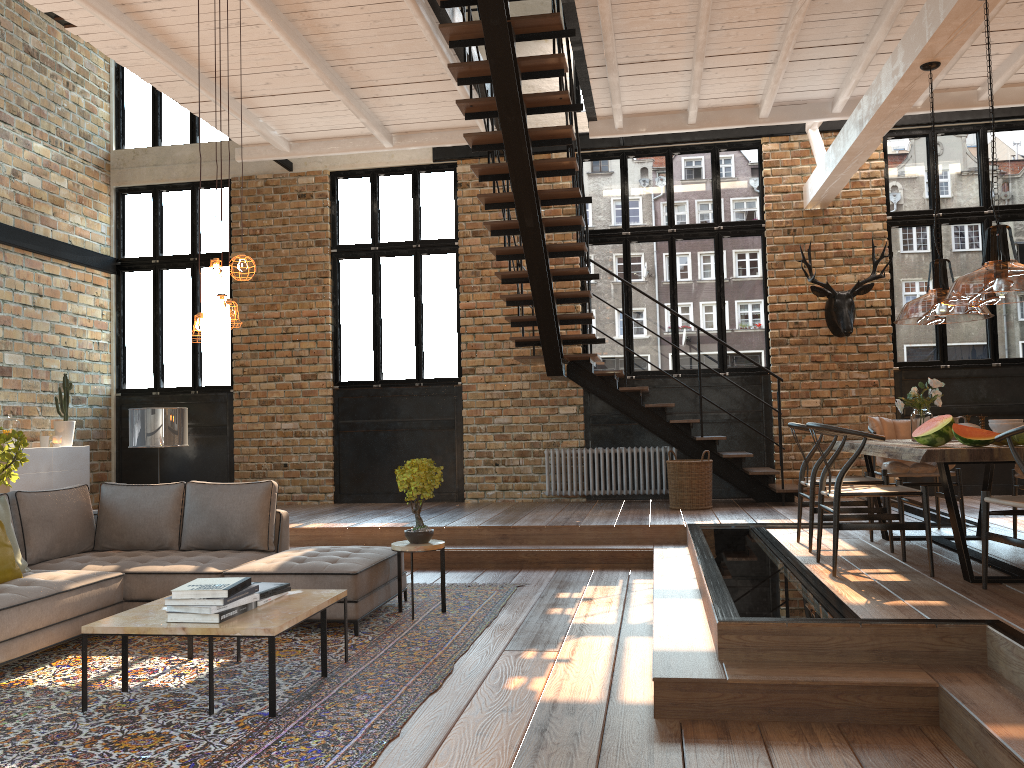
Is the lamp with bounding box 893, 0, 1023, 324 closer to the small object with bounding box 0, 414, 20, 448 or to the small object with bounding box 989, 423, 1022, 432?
the small object with bounding box 989, 423, 1022, 432

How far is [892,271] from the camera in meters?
9.9

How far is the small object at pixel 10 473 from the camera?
7.9 meters

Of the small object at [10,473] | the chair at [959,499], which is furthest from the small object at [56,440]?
the chair at [959,499]

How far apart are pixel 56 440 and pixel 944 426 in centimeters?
901cm

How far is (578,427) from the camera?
10.36m

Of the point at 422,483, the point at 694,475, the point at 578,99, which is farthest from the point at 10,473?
the point at 578,99

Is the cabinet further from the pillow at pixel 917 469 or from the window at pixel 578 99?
the pillow at pixel 917 469

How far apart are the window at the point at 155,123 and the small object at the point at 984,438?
9.8 meters

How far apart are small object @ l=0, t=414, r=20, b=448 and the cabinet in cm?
28
